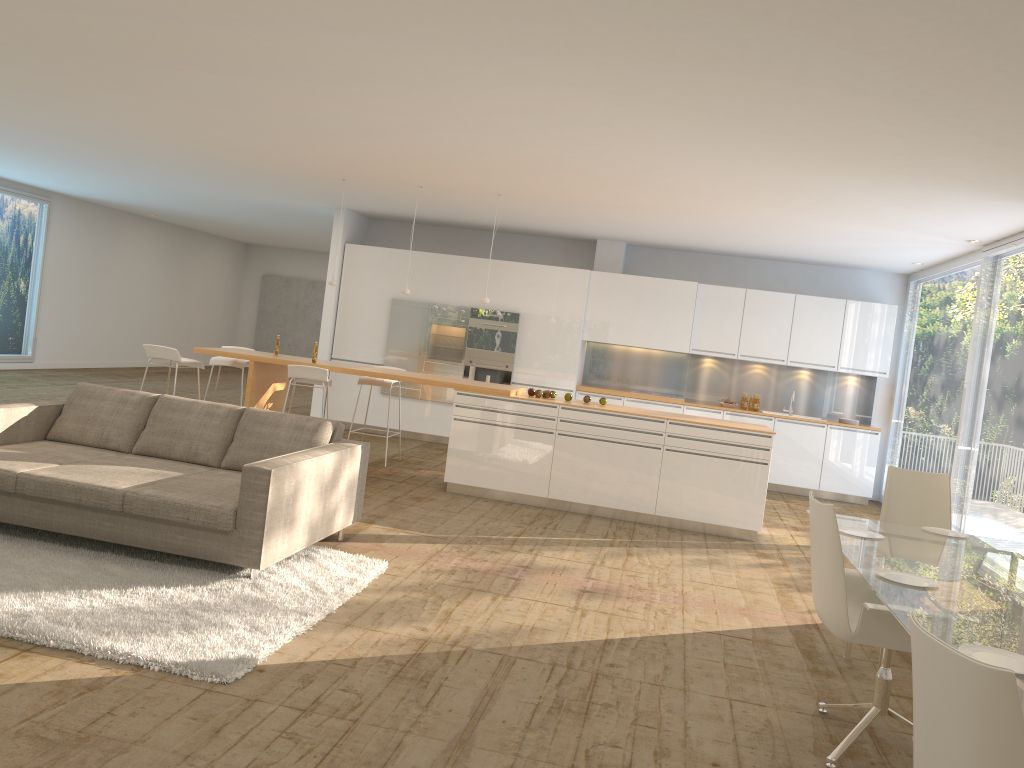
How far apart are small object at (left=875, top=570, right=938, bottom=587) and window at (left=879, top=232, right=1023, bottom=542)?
4.14m

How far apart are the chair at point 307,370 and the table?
4.9 meters

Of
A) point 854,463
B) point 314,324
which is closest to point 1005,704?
point 854,463

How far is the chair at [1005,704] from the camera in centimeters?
173cm

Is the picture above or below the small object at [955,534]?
above

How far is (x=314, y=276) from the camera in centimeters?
2135cm

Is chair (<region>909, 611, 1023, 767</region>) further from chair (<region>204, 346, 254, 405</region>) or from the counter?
chair (<region>204, 346, 254, 405</region>)

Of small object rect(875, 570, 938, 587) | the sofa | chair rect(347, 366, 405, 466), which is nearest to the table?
small object rect(875, 570, 938, 587)

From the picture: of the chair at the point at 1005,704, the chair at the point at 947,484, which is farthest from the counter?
the chair at the point at 1005,704

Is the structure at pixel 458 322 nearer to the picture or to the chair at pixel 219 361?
the chair at pixel 219 361
